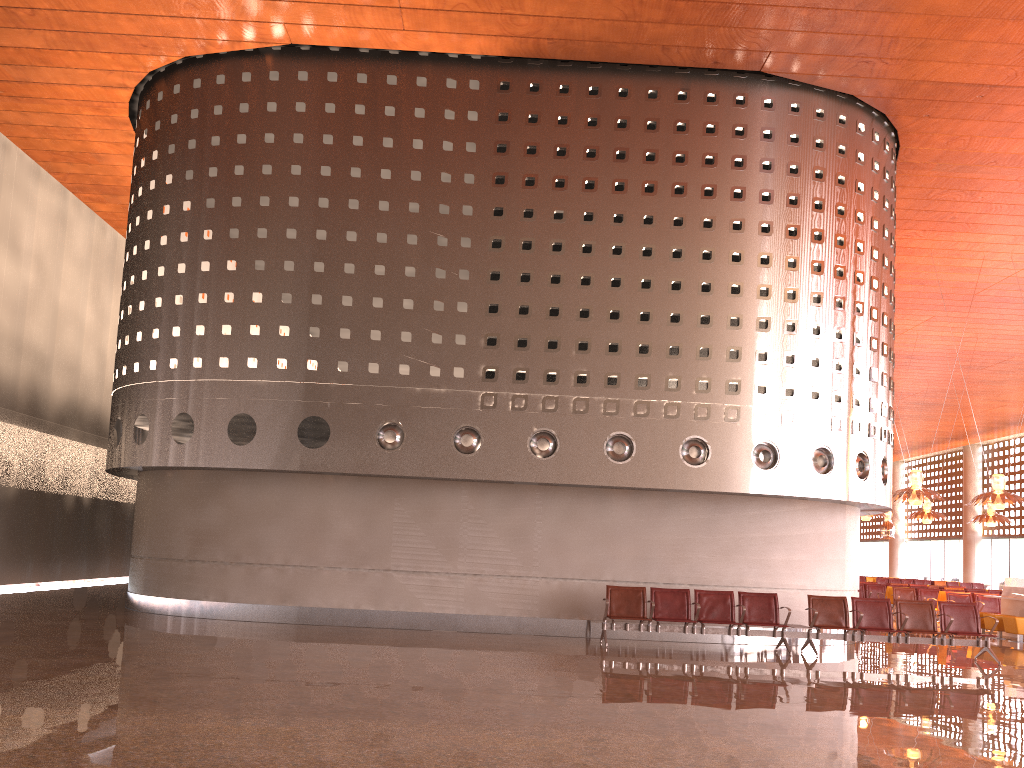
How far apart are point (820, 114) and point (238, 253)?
9.92m
